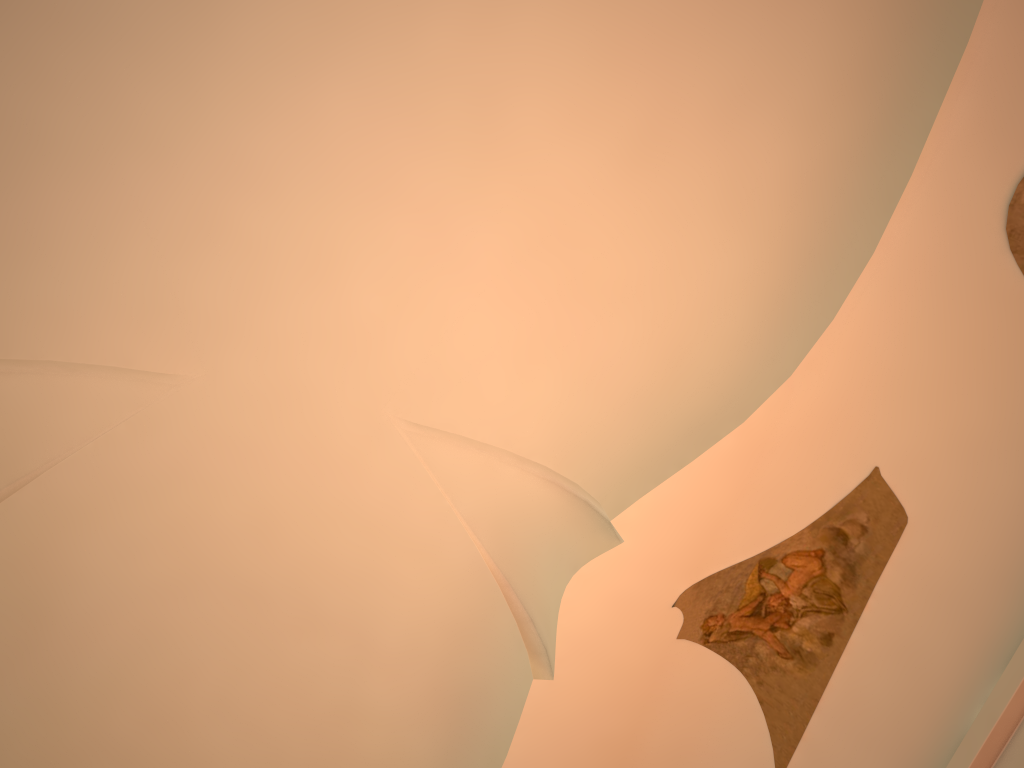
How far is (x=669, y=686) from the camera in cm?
696
